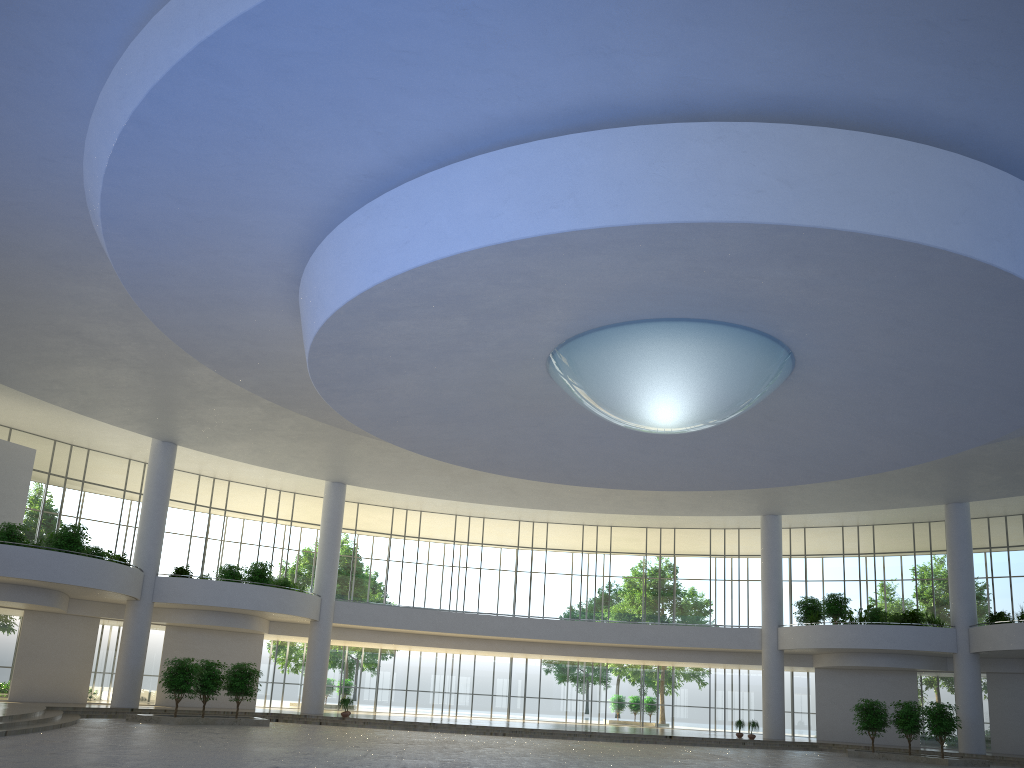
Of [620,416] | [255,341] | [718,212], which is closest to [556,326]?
[620,416]
